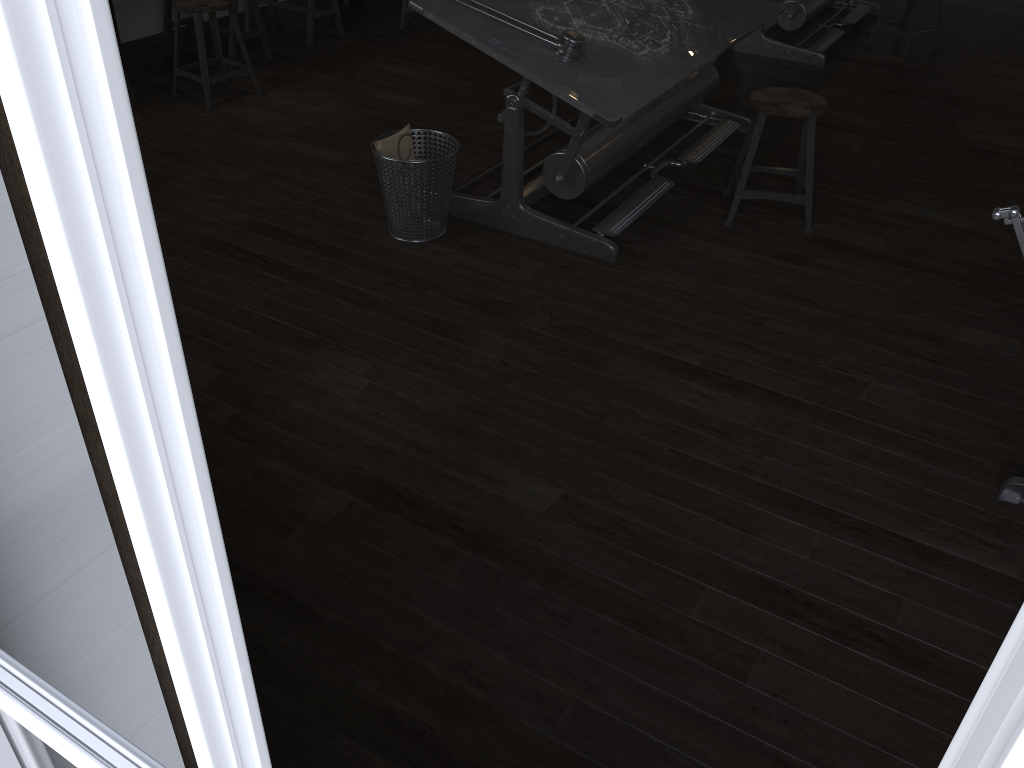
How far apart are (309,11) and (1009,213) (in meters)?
5.22

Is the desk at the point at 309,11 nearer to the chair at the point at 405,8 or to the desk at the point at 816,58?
the chair at the point at 405,8

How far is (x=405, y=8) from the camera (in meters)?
6.15

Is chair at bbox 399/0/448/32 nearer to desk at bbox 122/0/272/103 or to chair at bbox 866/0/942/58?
desk at bbox 122/0/272/103

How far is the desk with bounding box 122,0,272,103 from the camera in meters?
5.3

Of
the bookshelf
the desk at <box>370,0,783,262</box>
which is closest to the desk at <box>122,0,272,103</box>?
the desk at <box>370,0,783,262</box>

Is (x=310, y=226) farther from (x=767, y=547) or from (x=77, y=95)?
(x=77, y=95)

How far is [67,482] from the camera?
0.76m

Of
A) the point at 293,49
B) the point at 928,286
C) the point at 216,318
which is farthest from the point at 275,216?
the point at 928,286

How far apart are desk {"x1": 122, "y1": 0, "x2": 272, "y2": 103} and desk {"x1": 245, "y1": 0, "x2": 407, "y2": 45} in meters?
0.4
